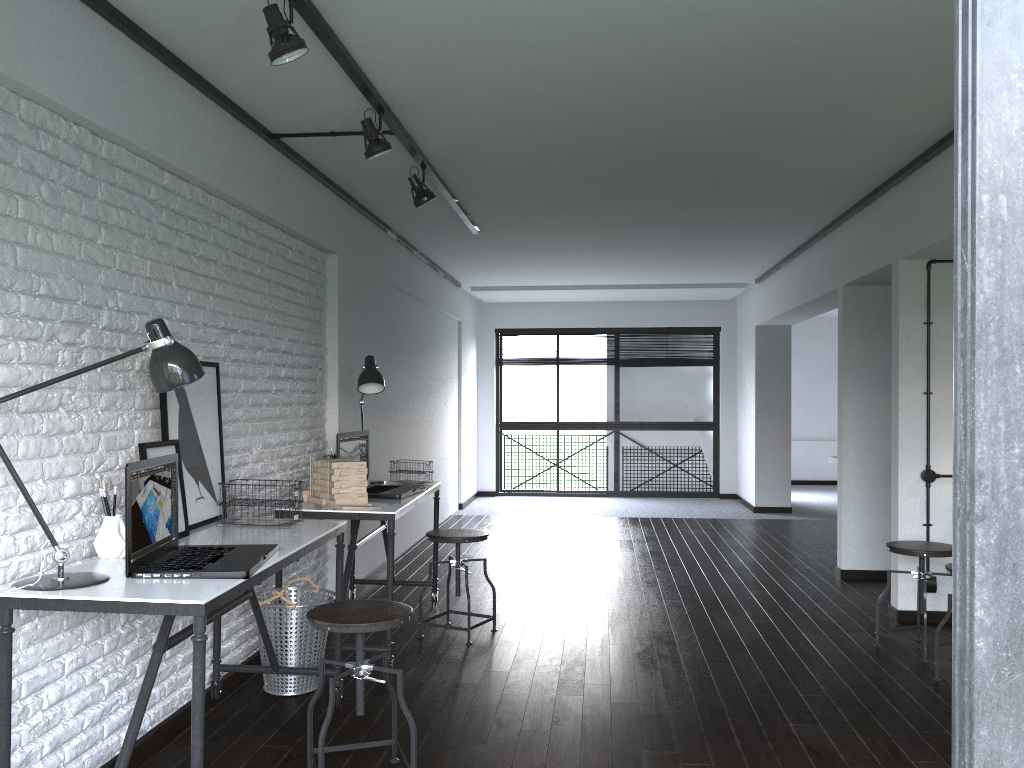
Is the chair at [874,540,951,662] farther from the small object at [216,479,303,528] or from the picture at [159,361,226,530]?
the picture at [159,361,226,530]

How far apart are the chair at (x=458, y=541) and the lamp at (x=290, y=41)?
2.5m

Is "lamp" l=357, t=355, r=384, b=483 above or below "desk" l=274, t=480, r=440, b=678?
above

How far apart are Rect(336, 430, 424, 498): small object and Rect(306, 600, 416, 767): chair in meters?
1.4

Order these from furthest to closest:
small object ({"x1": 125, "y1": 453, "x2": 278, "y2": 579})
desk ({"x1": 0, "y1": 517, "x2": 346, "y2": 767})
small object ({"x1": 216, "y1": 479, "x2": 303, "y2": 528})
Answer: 1. small object ({"x1": 216, "y1": 479, "x2": 303, "y2": 528})
2. small object ({"x1": 125, "y1": 453, "x2": 278, "y2": 579})
3. desk ({"x1": 0, "y1": 517, "x2": 346, "y2": 767})

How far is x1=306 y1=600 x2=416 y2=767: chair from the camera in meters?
2.6

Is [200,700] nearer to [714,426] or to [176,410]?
[176,410]

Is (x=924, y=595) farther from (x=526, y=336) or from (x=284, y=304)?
(x=526, y=336)

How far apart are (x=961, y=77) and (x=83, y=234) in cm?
281

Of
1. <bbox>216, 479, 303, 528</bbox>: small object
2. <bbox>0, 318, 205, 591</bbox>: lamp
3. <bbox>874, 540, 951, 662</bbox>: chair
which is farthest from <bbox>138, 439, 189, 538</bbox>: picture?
<bbox>874, 540, 951, 662</bbox>: chair
